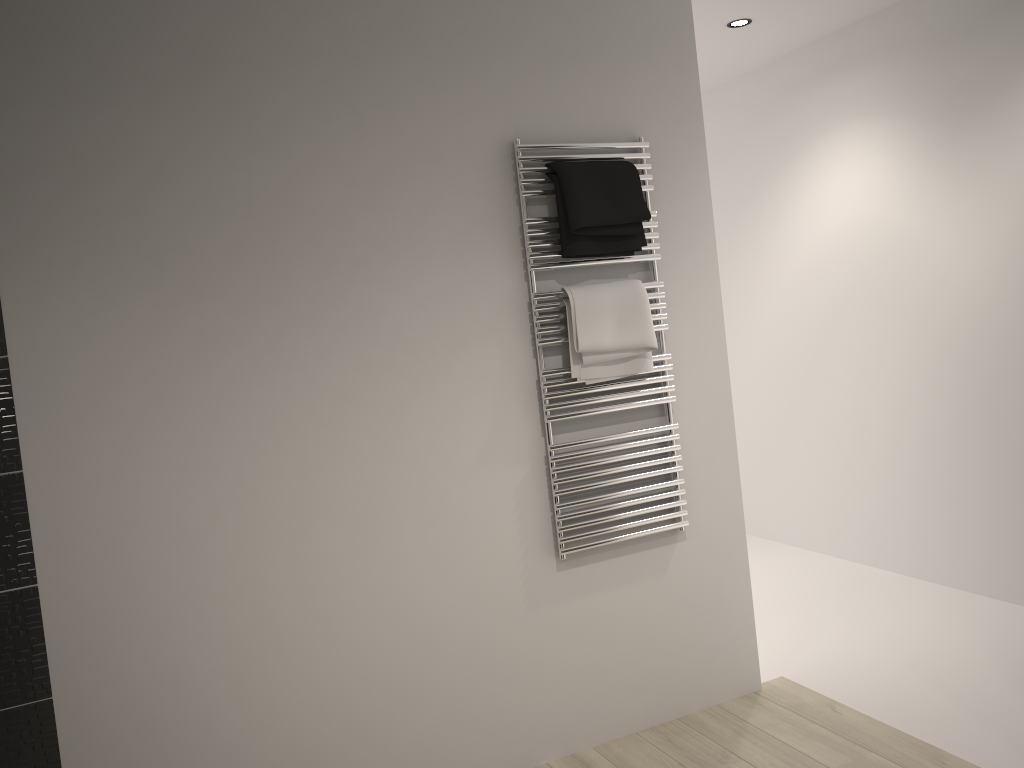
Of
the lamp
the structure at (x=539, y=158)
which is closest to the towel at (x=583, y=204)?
the structure at (x=539, y=158)

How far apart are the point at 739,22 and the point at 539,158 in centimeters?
166cm

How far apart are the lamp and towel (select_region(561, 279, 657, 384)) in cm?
167

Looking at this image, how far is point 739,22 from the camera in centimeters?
377cm

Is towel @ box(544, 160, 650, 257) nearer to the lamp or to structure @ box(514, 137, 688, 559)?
structure @ box(514, 137, 688, 559)

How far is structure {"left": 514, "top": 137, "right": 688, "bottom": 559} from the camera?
2.67m

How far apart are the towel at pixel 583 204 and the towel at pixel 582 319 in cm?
9

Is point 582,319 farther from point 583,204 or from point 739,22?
point 739,22

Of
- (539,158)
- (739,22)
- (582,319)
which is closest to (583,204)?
(539,158)

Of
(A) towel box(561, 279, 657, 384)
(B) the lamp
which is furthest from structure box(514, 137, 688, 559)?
(B) the lamp
